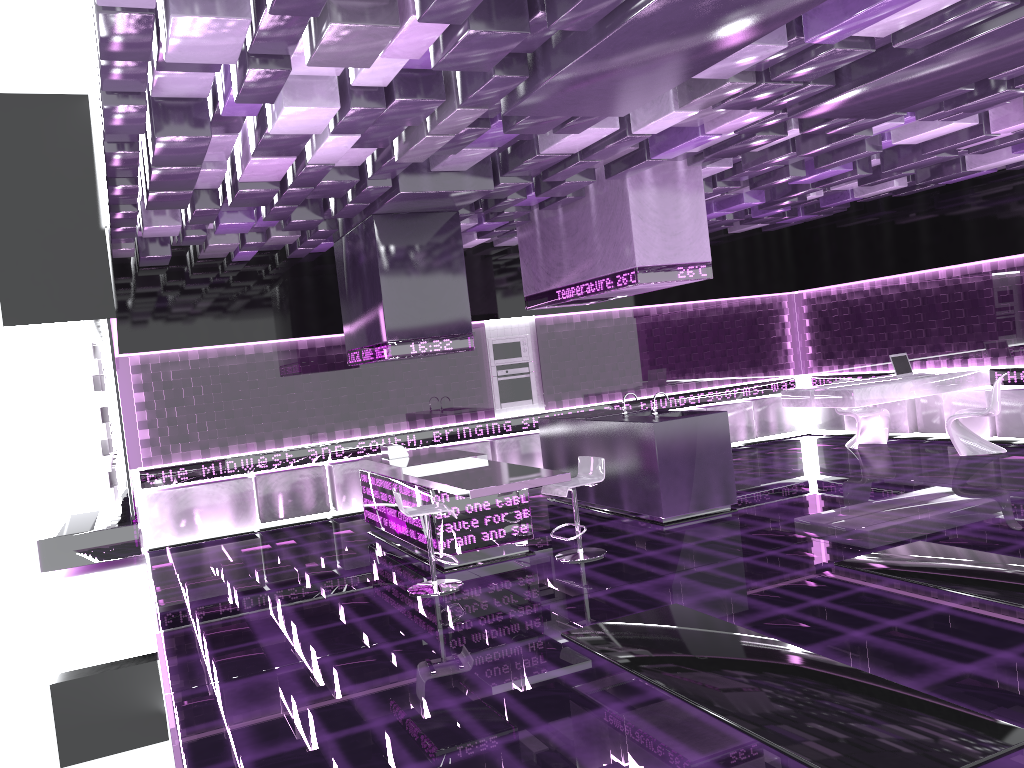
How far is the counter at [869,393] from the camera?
9.6m

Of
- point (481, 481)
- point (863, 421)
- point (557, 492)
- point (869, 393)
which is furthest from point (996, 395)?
point (481, 481)

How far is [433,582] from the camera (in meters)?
6.46

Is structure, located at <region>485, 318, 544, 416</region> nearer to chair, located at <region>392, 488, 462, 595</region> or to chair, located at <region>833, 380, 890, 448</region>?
chair, located at <region>833, 380, 890, 448</region>

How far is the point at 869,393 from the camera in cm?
958

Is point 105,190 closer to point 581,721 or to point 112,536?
point 112,536

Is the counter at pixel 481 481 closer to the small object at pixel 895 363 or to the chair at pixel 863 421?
the small object at pixel 895 363

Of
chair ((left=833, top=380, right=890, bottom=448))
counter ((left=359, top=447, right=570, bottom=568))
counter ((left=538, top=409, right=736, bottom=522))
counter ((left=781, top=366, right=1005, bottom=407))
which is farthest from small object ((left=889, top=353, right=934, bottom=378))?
counter ((left=359, top=447, right=570, bottom=568))

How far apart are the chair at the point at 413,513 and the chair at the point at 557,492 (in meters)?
0.89

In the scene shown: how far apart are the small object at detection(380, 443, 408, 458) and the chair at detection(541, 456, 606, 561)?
2.0 meters
